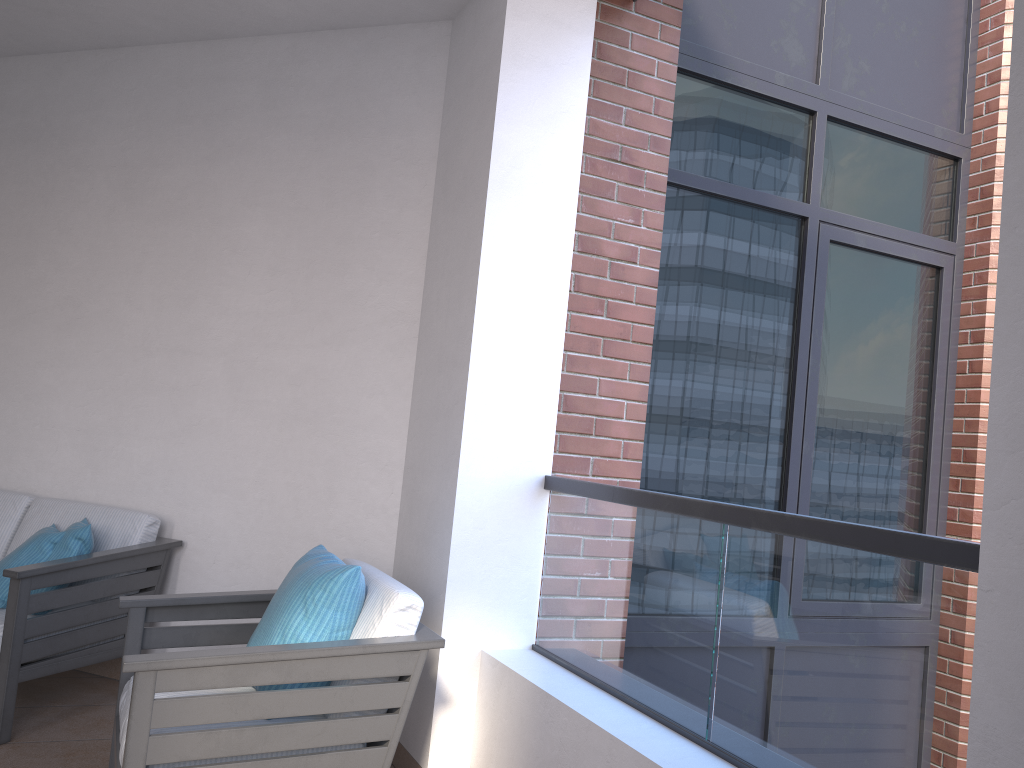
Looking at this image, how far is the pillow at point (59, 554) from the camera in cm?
336

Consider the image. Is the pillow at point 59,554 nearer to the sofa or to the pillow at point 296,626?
the sofa

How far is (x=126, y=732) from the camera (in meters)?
2.13

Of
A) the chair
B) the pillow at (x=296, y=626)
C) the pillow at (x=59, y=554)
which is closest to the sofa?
the pillow at (x=59, y=554)

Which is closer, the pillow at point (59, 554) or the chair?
the chair

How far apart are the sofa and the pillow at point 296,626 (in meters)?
1.00

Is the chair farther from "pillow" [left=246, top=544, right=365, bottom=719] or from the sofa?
the sofa

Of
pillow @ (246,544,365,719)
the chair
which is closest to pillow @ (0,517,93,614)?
the chair

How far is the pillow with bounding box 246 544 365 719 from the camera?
2.5 meters

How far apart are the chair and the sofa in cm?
56
